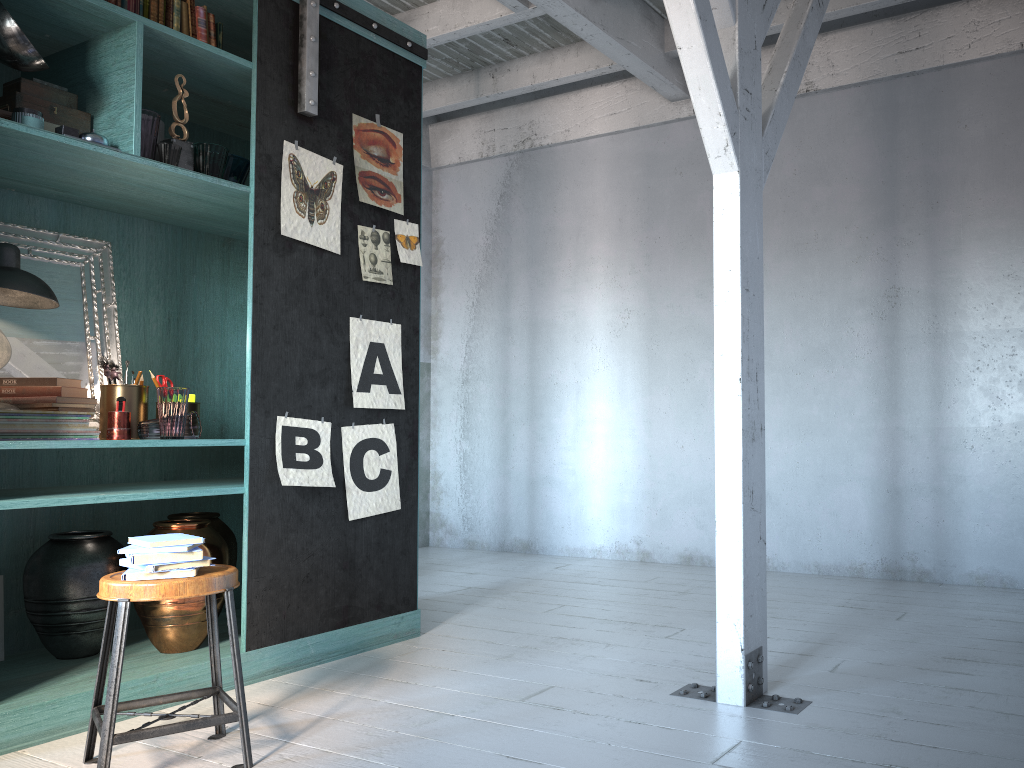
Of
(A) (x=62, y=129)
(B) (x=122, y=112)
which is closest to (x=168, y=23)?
(B) (x=122, y=112)

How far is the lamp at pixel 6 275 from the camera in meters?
3.7 m

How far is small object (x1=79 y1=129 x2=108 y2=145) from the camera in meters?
3.7

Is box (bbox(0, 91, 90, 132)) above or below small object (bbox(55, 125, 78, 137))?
above

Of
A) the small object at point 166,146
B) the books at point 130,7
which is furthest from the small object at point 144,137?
the books at point 130,7

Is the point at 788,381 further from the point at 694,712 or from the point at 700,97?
the point at 694,712

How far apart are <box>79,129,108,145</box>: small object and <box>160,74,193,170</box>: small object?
0.34m

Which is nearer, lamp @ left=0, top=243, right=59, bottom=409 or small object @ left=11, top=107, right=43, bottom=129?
small object @ left=11, top=107, right=43, bottom=129

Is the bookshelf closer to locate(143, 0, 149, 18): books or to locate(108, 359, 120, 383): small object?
locate(143, 0, 149, 18): books

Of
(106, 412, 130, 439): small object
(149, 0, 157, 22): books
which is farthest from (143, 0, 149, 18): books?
(106, 412, 130, 439): small object
